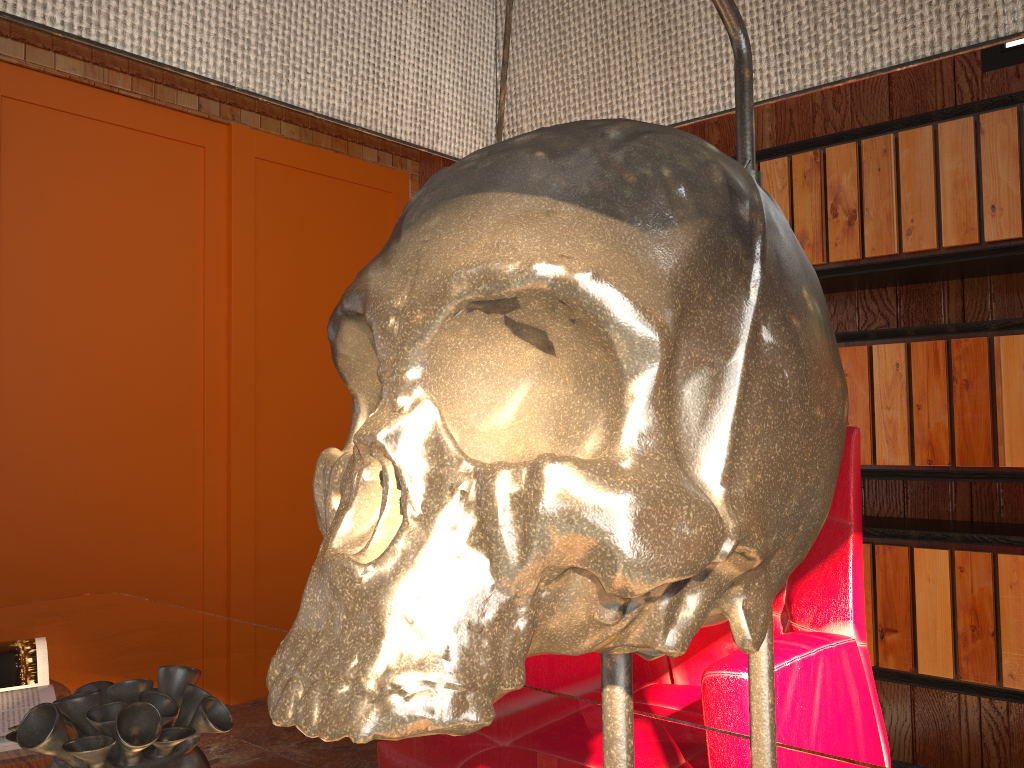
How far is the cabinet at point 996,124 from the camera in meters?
2.1 m

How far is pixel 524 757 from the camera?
0.88m

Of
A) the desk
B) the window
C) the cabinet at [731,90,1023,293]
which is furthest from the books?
the cabinet at [731,90,1023,293]

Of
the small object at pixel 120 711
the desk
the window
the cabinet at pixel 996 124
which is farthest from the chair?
the window

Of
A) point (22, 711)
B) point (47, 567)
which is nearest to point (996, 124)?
point (22, 711)

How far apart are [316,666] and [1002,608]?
2.3m

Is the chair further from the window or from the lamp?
the window

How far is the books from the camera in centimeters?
98cm

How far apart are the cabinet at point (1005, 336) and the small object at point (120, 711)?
2.0 meters

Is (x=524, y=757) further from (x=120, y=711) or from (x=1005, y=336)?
(x=1005, y=336)
